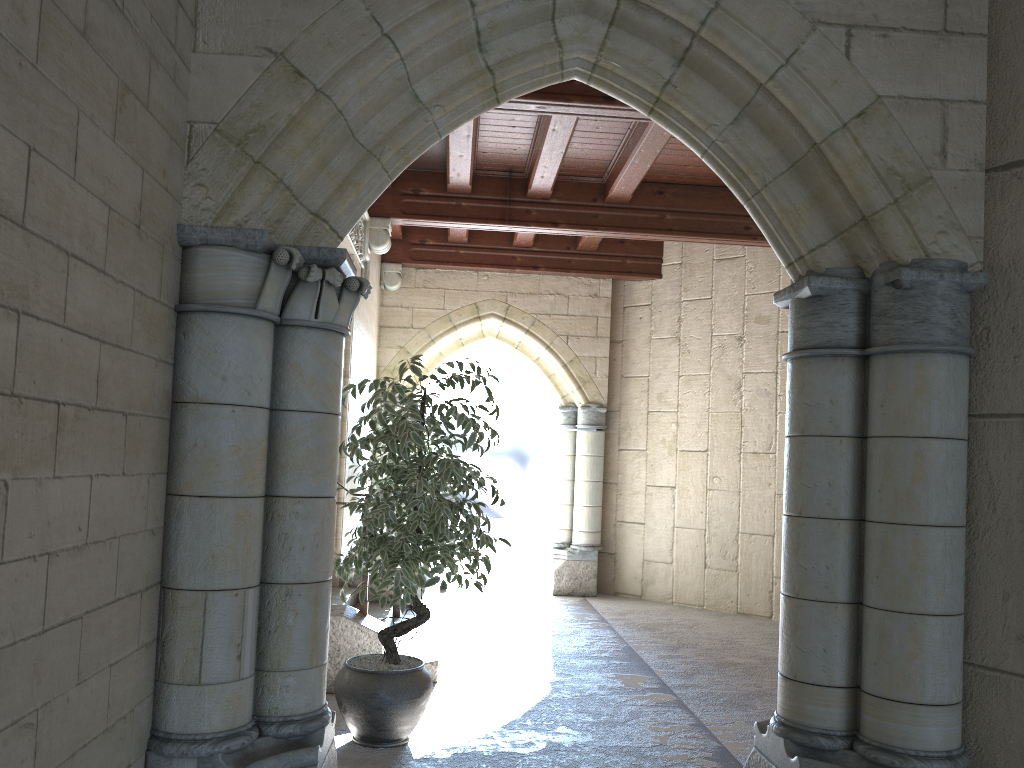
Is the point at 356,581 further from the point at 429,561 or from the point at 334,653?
the point at 429,561

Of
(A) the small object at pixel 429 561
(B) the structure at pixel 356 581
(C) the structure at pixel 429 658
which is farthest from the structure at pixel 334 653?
(B) the structure at pixel 356 581

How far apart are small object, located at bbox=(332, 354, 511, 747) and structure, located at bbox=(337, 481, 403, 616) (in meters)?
1.94

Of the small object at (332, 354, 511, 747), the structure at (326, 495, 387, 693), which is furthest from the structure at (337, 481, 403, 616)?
the small object at (332, 354, 511, 747)

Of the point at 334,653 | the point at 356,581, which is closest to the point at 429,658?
the point at 334,653

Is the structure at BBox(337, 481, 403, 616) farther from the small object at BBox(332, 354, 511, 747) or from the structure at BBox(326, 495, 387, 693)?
the small object at BBox(332, 354, 511, 747)

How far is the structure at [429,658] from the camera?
4.7m

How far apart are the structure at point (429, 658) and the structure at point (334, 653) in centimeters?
34cm

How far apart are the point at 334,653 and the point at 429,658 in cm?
58

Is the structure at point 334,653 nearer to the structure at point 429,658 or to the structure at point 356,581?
the structure at point 429,658
